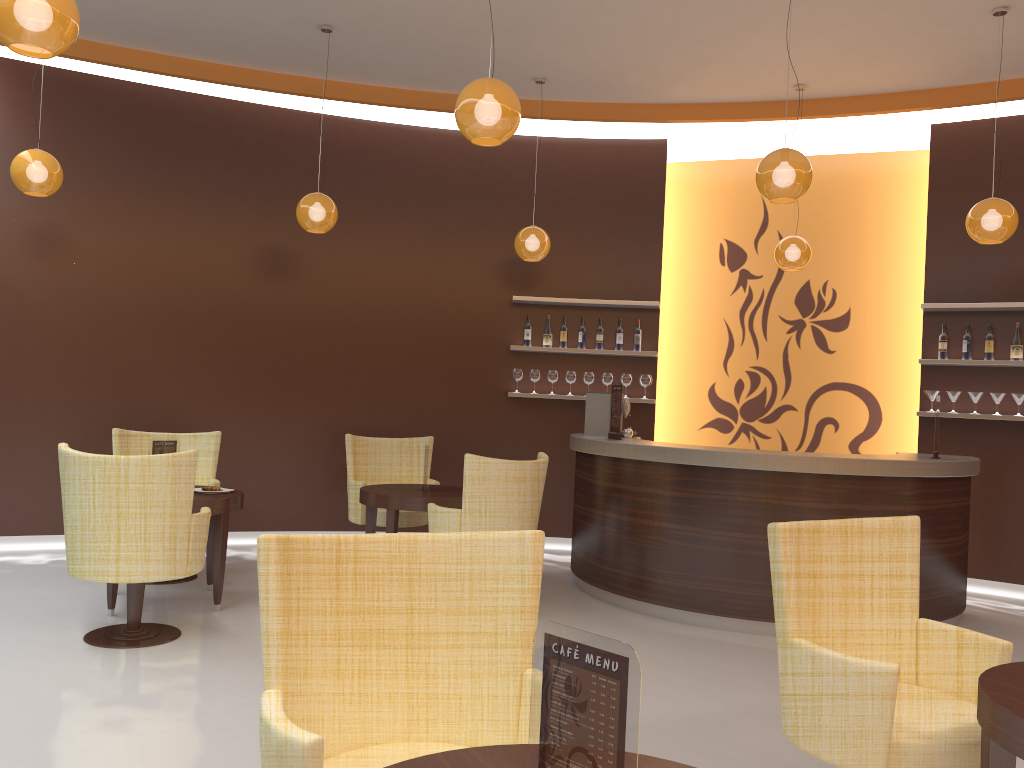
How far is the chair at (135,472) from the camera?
4.4 meters

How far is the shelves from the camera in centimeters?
681cm

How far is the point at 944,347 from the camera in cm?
710

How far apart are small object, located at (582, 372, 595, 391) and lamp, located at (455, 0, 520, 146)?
4.1m

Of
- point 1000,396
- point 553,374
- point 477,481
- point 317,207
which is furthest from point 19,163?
point 1000,396

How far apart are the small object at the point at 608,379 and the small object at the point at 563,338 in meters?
0.5 m

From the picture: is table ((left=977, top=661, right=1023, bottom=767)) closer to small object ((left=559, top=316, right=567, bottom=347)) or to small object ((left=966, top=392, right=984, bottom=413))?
small object ((left=966, top=392, right=984, bottom=413))

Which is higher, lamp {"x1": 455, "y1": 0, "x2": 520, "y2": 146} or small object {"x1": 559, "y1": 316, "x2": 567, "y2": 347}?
lamp {"x1": 455, "y1": 0, "x2": 520, "y2": 146}

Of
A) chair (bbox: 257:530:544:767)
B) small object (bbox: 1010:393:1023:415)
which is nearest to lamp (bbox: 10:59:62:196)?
chair (bbox: 257:530:544:767)

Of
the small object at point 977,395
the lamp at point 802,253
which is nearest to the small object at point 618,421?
the lamp at point 802,253
